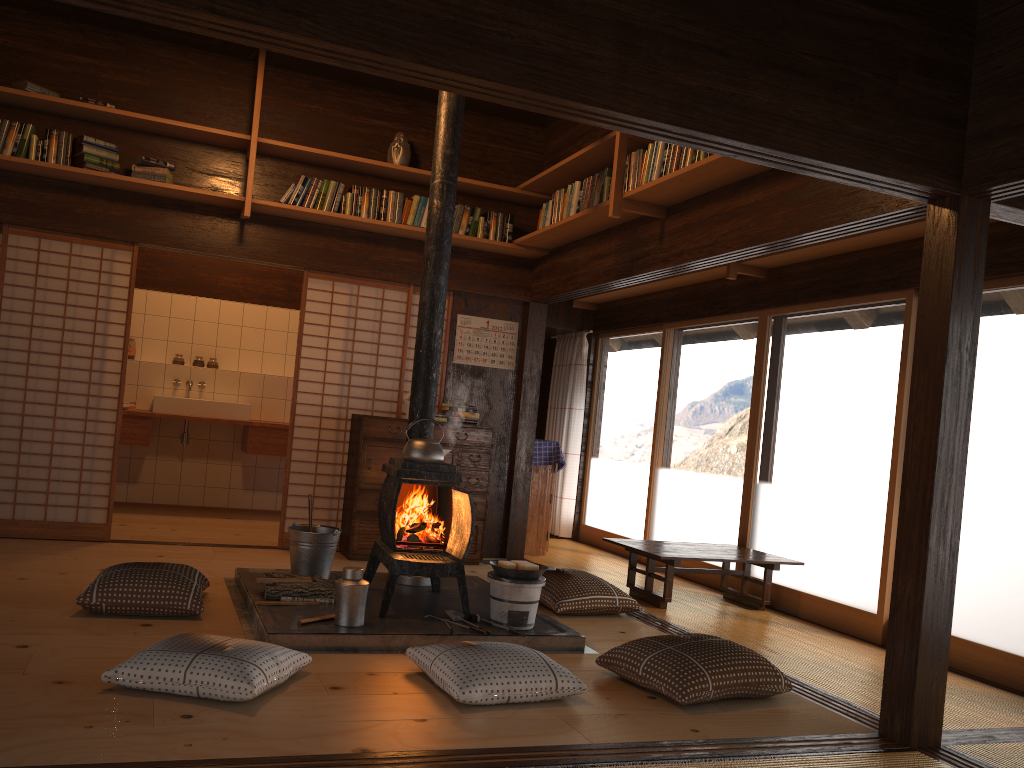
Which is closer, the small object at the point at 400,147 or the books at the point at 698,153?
the books at the point at 698,153

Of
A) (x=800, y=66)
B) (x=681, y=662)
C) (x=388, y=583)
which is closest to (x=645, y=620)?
(x=681, y=662)

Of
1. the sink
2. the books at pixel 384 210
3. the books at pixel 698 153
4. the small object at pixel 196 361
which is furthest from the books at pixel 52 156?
the books at pixel 698 153

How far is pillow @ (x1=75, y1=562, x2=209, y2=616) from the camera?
3.9m

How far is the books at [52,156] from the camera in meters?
5.5

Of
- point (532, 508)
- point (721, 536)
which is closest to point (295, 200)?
point (532, 508)

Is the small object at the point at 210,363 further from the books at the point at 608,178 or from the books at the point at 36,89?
the books at the point at 608,178

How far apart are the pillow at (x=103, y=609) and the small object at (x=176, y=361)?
4.1 meters

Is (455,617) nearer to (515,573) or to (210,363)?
(515,573)

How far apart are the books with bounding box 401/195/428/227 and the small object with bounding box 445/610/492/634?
3.1 meters
